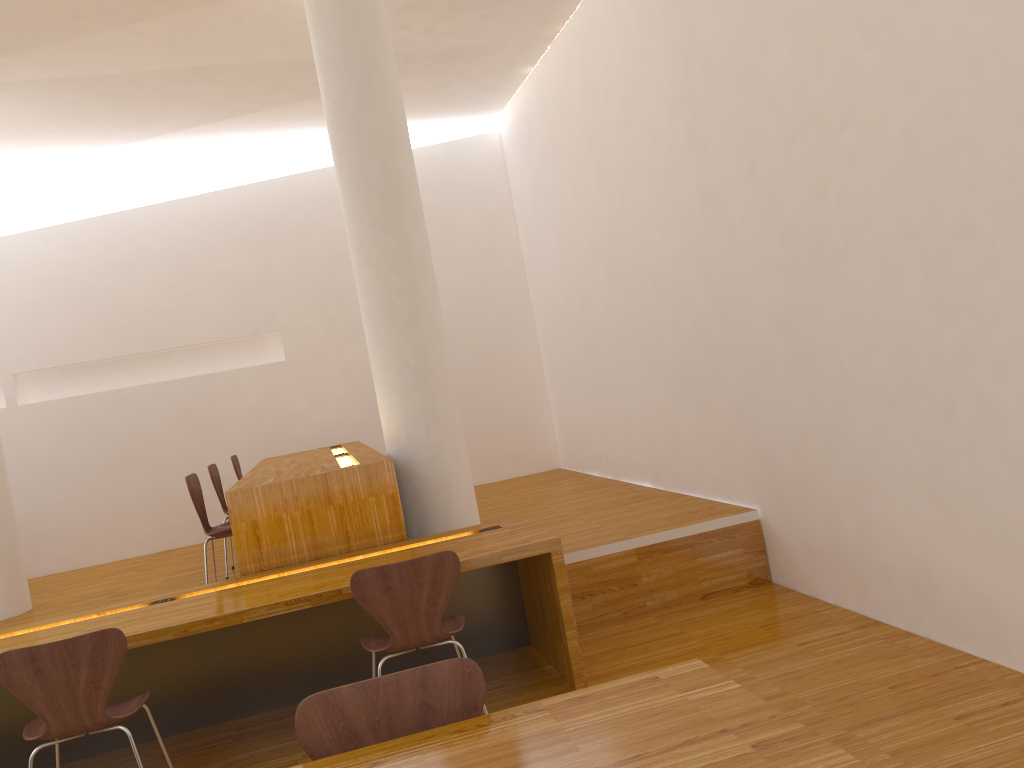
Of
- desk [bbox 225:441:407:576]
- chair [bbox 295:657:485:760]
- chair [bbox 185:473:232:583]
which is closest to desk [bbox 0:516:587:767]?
desk [bbox 225:441:407:576]

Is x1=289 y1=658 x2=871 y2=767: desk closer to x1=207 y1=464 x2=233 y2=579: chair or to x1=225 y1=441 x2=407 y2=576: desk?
x1=225 y1=441 x2=407 y2=576: desk

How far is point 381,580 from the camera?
3.1 meters

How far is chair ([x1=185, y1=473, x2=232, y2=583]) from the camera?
4.4m

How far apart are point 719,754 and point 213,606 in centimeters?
246cm

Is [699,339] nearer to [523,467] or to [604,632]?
[604,632]

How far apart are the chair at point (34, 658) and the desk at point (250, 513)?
0.9m

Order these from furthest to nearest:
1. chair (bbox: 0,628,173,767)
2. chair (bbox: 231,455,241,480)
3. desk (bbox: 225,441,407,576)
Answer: chair (bbox: 231,455,241,480), desk (bbox: 225,441,407,576), chair (bbox: 0,628,173,767)

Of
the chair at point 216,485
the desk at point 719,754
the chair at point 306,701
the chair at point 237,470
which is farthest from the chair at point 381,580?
the chair at point 237,470

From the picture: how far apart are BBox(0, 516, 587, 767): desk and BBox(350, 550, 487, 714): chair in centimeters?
16cm
